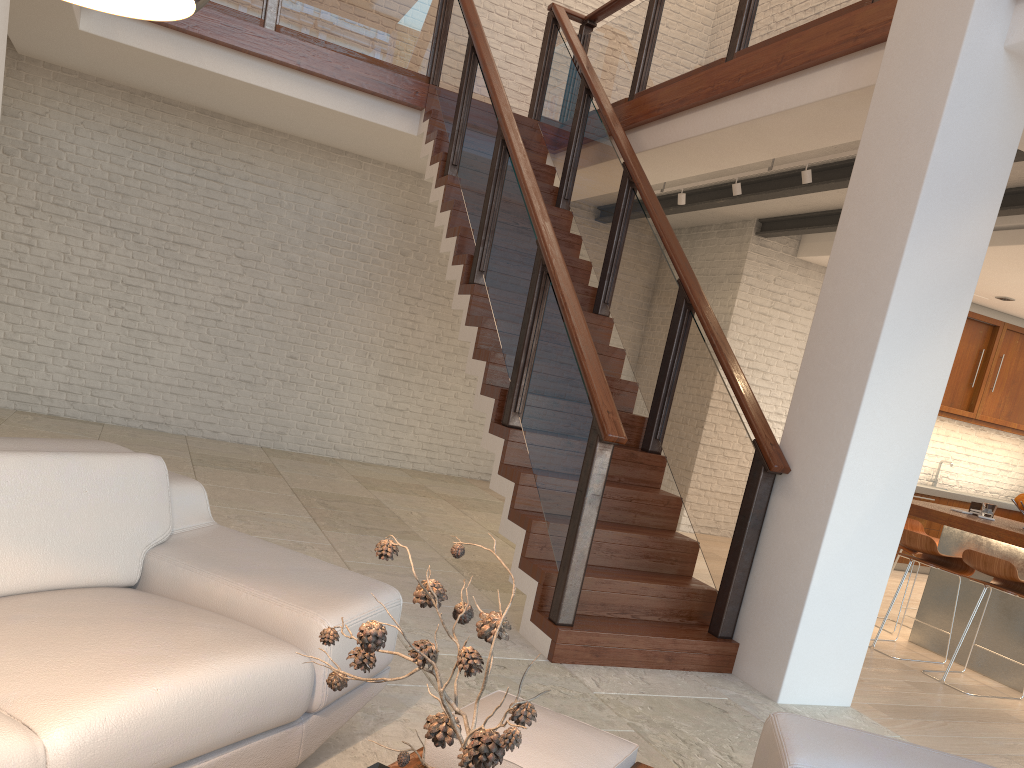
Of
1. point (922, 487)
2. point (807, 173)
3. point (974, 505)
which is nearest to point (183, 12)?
point (807, 173)

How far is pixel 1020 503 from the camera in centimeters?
524cm

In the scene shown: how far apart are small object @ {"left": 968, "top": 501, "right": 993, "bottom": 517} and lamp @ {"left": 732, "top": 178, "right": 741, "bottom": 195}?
2.7m

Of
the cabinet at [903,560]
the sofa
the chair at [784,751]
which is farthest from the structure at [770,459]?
the cabinet at [903,560]

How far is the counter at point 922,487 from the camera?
8.93m

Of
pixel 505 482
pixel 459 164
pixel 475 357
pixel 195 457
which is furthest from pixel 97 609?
pixel 195 457

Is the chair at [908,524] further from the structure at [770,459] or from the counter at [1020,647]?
the structure at [770,459]

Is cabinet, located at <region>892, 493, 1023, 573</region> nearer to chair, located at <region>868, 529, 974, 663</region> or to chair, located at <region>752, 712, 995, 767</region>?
chair, located at <region>868, 529, 974, 663</region>

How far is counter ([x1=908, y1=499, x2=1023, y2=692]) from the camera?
5.0 meters

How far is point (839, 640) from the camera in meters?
3.9
